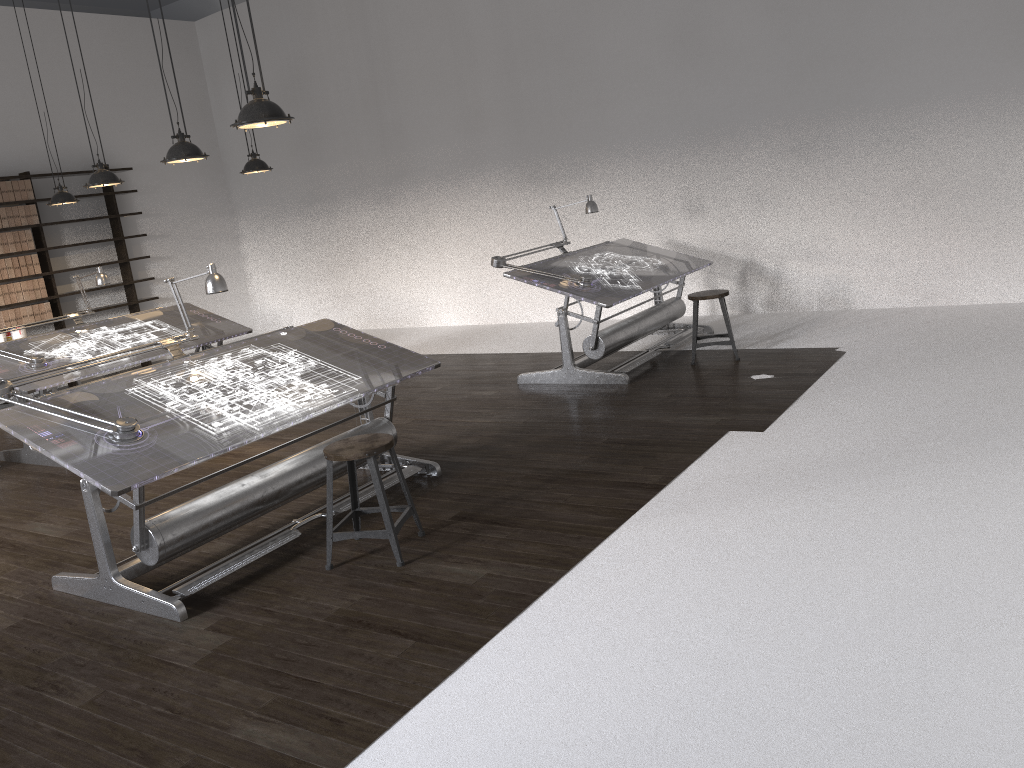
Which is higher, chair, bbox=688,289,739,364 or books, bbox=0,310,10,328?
books, bbox=0,310,10,328

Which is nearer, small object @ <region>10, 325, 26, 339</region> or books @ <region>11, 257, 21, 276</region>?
small object @ <region>10, 325, 26, 339</region>

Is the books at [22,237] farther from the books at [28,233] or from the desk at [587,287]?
the desk at [587,287]

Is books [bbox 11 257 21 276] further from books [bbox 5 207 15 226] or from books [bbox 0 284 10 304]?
books [bbox 5 207 15 226]

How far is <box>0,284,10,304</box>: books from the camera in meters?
9.6 m

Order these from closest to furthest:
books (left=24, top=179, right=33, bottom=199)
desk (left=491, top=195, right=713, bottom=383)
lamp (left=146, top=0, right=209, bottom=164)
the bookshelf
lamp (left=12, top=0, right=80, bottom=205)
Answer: lamp (left=146, top=0, right=209, bottom=164)
desk (left=491, top=195, right=713, bottom=383)
lamp (left=12, top=0, right=80, bottom=205)
books (left=24, top=179, right=33, bottom=199)
the bookshelf

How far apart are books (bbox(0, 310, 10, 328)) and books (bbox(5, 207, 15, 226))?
Answer: 1.00m

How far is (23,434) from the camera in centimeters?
373cm

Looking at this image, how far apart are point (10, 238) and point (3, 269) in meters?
0.4

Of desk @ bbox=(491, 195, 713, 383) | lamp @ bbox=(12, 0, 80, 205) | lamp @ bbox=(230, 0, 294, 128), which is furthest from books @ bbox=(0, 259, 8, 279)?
lamp @ bbox=(230, 0, 294, 128)
